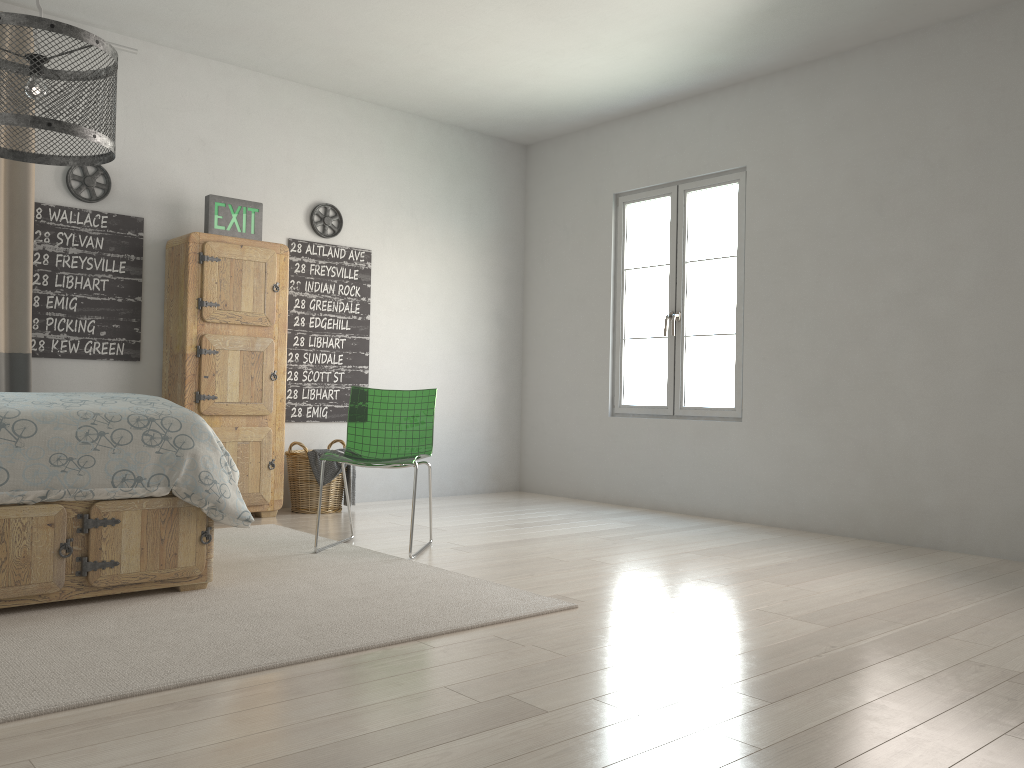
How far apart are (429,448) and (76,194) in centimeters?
236cm

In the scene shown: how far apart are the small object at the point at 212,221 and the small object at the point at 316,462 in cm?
129

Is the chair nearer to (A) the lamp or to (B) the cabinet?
(B) the cabinet

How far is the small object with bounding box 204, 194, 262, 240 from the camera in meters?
4.9 m

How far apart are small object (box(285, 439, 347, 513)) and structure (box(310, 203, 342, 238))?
1.4m

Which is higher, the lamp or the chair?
the lamp

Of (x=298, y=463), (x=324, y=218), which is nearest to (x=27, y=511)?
(x=298, y=463)

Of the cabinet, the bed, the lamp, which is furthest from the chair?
the lamp

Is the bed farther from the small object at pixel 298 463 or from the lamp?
the small object at pixel 298 463

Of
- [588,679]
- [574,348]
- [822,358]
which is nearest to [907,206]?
[822,358]
